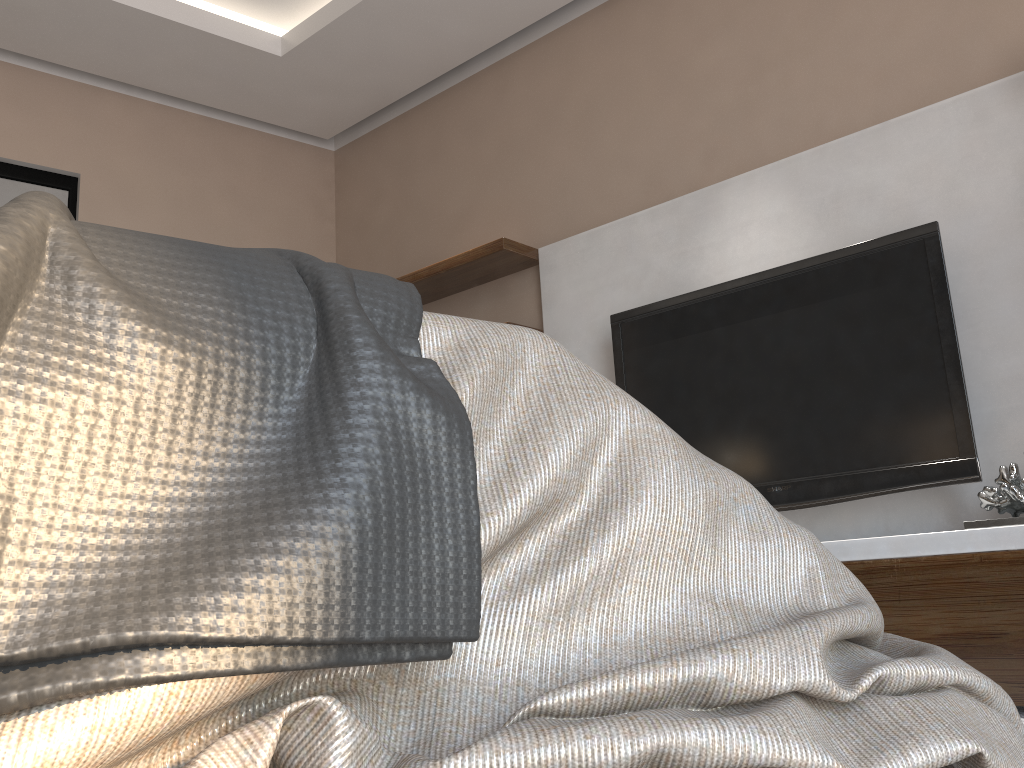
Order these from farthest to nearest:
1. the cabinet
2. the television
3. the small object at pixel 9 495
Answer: the television < the cabinet < the small object at pixel 9 495

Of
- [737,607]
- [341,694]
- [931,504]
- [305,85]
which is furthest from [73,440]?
[305,85]

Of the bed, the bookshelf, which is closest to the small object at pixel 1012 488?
the bookshelf

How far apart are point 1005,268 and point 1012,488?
0.7m

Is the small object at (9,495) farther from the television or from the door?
the door

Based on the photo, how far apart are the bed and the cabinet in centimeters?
134cm

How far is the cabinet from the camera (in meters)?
1.80

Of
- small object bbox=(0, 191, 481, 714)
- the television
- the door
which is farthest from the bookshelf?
small object bbox=(0, 191, 481, 714)

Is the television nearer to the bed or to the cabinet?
the cabinet

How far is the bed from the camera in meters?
0.4 m
